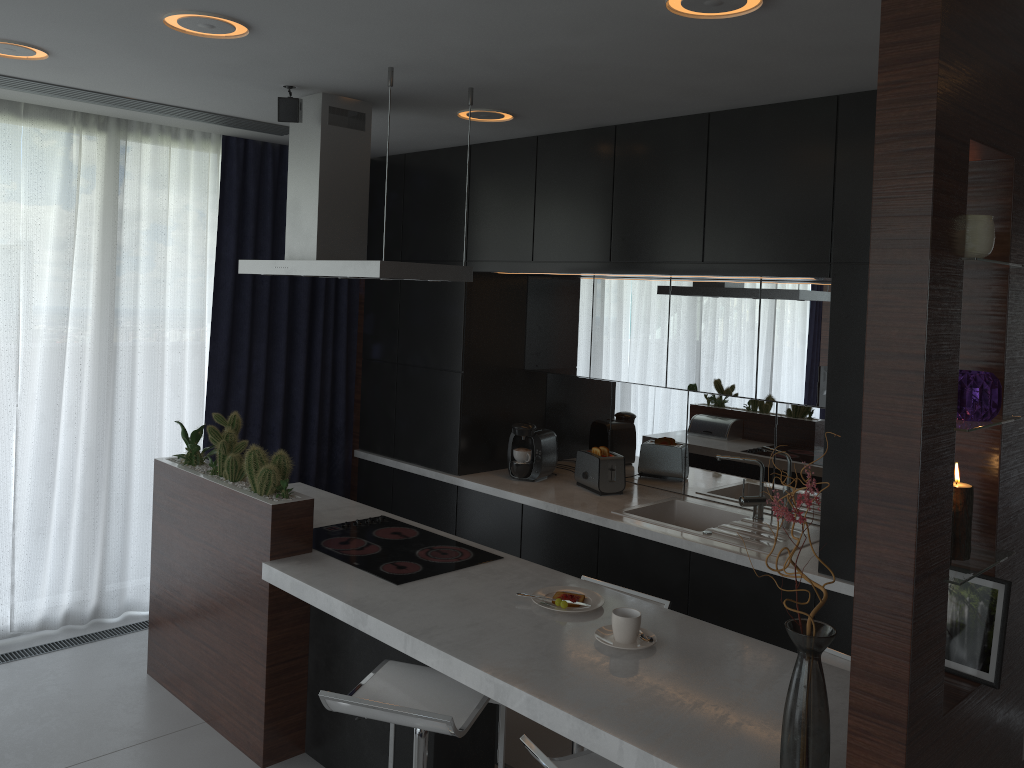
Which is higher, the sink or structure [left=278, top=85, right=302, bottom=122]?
structure [left=278, top=85, right=302, bottom=122]

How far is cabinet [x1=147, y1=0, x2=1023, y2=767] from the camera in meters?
1.6

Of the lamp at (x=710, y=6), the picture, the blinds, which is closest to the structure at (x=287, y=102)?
the lamp at (x=710, y=6)

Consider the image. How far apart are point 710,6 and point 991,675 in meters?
1.7

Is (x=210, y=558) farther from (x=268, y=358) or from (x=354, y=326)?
(x=354, y=326)

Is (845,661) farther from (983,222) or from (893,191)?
(893,191)

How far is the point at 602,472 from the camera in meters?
4.5

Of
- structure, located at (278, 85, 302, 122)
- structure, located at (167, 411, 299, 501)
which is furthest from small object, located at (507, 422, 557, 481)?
structure, located at (278, 85, 302, 122)

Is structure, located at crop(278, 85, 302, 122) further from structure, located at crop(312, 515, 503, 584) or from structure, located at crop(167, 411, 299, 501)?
structure, located at crop(312, 515, 503, 584)

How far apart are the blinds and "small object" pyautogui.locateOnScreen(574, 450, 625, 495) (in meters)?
1.59
